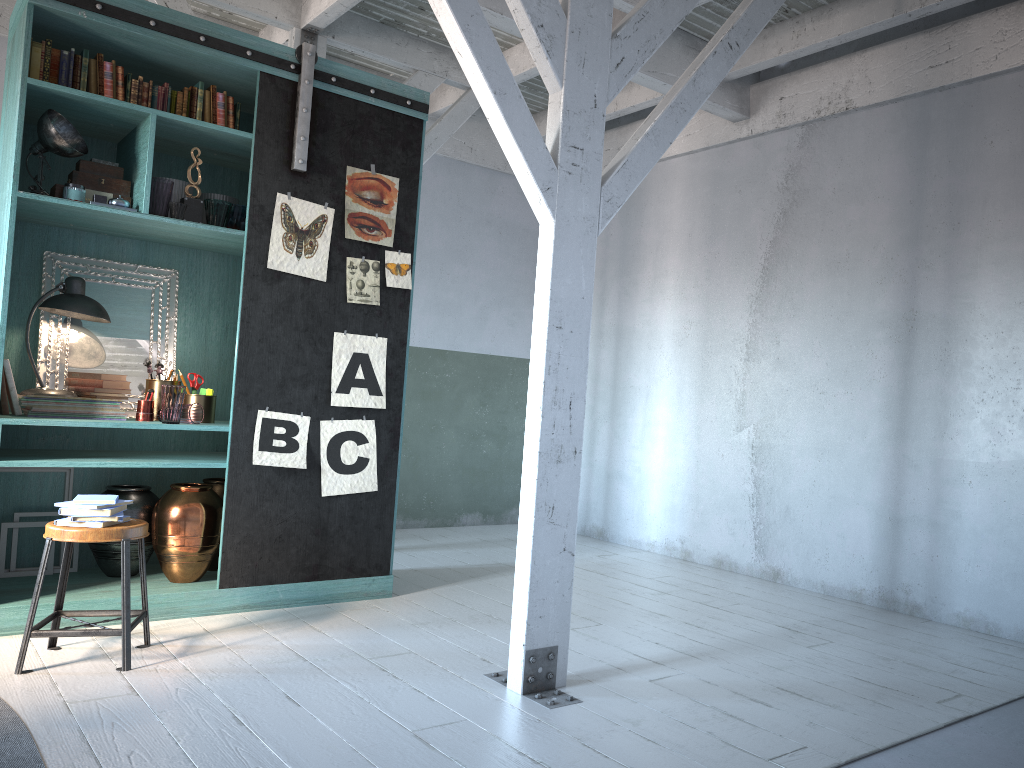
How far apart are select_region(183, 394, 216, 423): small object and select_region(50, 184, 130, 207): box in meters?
1.3

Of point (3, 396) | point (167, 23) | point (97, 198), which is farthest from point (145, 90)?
point (3, 396)

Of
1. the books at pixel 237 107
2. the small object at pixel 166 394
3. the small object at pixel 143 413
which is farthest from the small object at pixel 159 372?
the books at pixel 237 107

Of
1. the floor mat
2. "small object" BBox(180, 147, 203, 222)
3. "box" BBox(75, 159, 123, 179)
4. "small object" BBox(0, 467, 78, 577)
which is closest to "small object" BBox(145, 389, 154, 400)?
"small object" BBox(0, 467, 78, 577)

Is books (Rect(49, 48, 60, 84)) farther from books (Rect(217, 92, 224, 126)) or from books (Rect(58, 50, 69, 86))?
books (Rect(217, 92, 224, 126))

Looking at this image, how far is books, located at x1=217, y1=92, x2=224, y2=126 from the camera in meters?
5.5 m

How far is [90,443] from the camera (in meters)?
5.79

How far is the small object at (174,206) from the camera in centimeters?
521cm

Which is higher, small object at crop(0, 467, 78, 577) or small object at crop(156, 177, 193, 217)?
small object at crop(156, 177, 193, 217)

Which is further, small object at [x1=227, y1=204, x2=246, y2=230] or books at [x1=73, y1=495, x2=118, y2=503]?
small object at [x1=227, y1=204, x2=246, y2=230]
